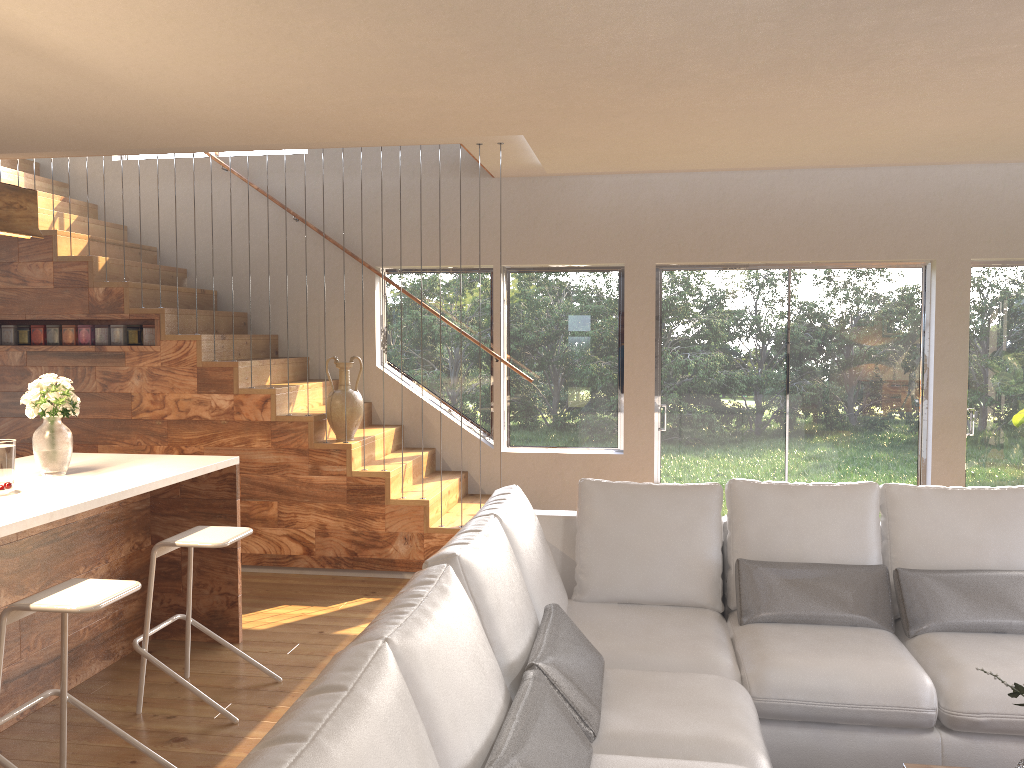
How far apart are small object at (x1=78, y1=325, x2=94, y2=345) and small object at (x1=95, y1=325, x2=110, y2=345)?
0.1m

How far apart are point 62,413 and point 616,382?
4.1m

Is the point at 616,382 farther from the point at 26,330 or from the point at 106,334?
the point at 26,330

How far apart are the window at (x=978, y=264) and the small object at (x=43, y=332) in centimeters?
661cm

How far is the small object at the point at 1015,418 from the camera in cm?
581

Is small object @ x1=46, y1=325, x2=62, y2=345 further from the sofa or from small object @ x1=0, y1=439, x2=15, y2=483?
the sofa

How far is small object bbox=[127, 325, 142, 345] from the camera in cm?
603

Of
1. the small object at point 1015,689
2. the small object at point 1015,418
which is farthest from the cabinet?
the small object at point 1015,418

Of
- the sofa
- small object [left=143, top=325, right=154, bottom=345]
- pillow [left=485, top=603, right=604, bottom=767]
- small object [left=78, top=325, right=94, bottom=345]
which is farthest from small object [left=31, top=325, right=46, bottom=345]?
pillow [left=485, top=603, right=604, bottom=767]

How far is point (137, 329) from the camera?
6.0 meters
